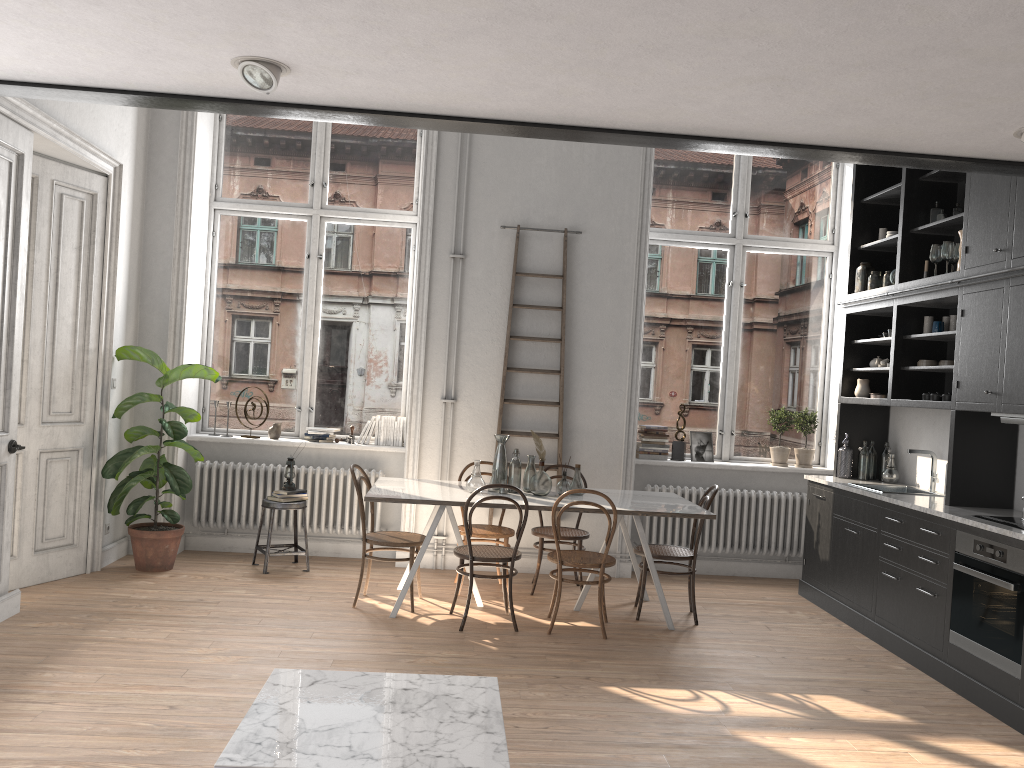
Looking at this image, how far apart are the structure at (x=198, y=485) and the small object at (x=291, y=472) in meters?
0.3 m

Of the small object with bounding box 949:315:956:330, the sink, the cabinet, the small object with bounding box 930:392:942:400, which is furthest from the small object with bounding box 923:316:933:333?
the sink

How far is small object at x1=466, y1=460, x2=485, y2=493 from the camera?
5.87m

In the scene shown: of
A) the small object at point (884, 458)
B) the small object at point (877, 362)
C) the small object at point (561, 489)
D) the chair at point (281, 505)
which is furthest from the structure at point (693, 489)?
the chair at point (281, 505)

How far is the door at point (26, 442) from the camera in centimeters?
574cm

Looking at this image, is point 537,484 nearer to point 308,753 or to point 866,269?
point 866,269

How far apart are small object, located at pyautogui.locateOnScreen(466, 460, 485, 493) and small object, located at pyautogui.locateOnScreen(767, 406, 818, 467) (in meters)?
2.98

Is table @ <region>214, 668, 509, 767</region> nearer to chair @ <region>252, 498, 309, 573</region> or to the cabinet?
the cabinet

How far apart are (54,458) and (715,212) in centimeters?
557cm

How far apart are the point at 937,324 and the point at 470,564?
3.48m
